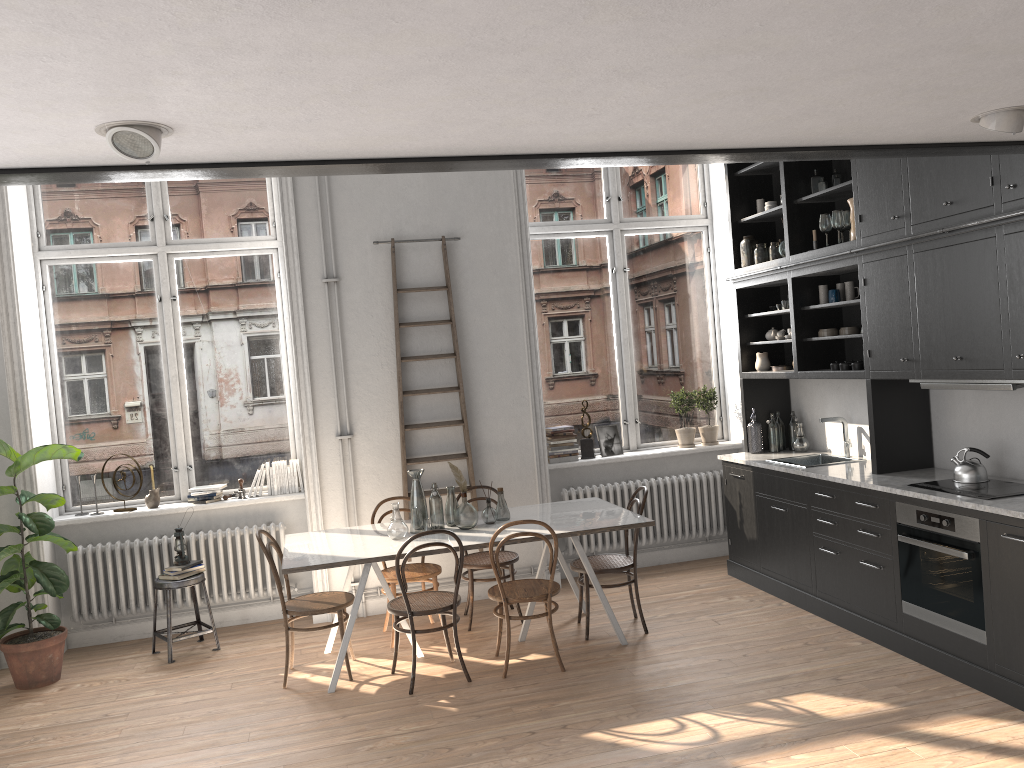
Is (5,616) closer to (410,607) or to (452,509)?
(410,607)

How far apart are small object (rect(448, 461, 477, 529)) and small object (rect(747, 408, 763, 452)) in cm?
246

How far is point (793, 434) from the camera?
6.79m

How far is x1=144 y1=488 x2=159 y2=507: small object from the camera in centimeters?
654cm

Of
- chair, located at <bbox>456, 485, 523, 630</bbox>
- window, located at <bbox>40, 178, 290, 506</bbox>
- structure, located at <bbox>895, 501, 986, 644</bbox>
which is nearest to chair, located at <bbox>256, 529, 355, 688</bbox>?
chair, located at <bbox>456, 485, 523, 630</bbox>

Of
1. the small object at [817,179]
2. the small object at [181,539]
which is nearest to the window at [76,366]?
the small object at [181,539]

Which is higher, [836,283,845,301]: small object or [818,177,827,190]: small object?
[818,177,827,190]: small object

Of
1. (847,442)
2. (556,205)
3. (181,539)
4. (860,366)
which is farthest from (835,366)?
(181,539)

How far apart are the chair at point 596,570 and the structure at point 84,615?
1.7 meters

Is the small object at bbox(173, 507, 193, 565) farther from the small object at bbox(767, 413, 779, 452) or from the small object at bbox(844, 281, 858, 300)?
the small object at bbox(844, 281, 858, 300)
